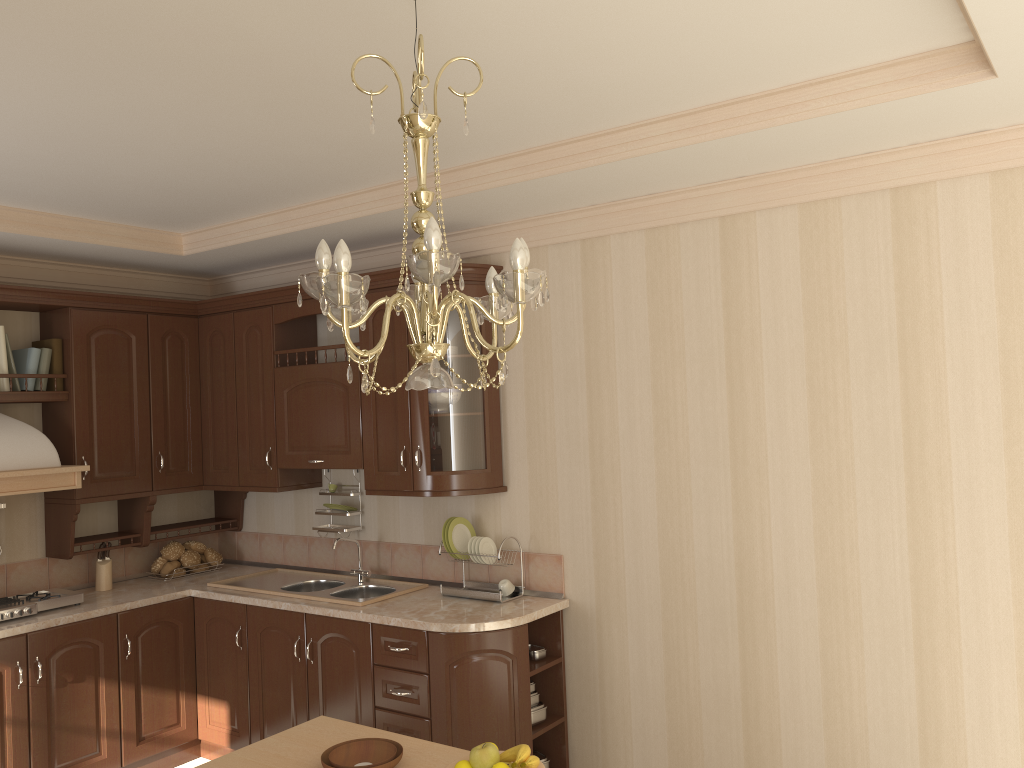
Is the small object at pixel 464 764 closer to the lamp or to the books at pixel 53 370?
the lamp

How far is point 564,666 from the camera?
3.8m

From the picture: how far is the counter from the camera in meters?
3.5 m

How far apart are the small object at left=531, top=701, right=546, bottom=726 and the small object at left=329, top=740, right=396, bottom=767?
1.5m

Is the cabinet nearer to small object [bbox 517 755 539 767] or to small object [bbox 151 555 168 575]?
small object [bbox 151 555 168 575]

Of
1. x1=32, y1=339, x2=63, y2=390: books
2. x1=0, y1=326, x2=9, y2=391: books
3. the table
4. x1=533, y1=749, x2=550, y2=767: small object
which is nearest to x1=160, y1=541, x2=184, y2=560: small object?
x1=32, y1=339, x2=63, y2=390: books

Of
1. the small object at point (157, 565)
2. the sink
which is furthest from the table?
the small object at point (157, 565)

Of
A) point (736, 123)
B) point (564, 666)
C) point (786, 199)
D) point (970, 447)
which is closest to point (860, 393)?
point (970, 447)

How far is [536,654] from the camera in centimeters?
376cm

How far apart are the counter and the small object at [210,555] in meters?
0.1
